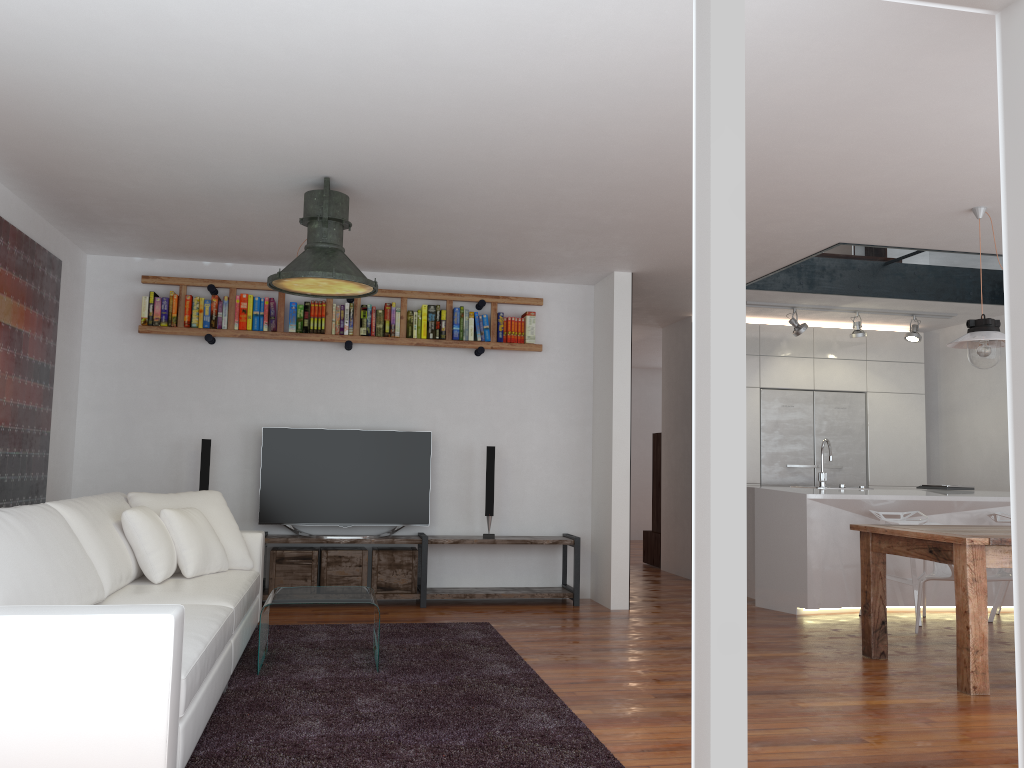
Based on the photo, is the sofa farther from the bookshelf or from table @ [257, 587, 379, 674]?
the bookshelf

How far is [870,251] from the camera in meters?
7.1 m

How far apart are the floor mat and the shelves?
0.8 meters

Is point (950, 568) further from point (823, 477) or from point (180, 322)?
point (180, 322)

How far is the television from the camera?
6.43m

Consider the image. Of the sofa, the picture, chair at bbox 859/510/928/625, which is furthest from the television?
chair at bbox 859/510/928/625

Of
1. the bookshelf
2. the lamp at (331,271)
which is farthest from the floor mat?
the bookshelf

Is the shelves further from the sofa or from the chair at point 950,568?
the chair at point 950,568

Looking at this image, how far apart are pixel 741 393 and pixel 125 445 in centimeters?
554cm

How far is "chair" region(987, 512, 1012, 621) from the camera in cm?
625
